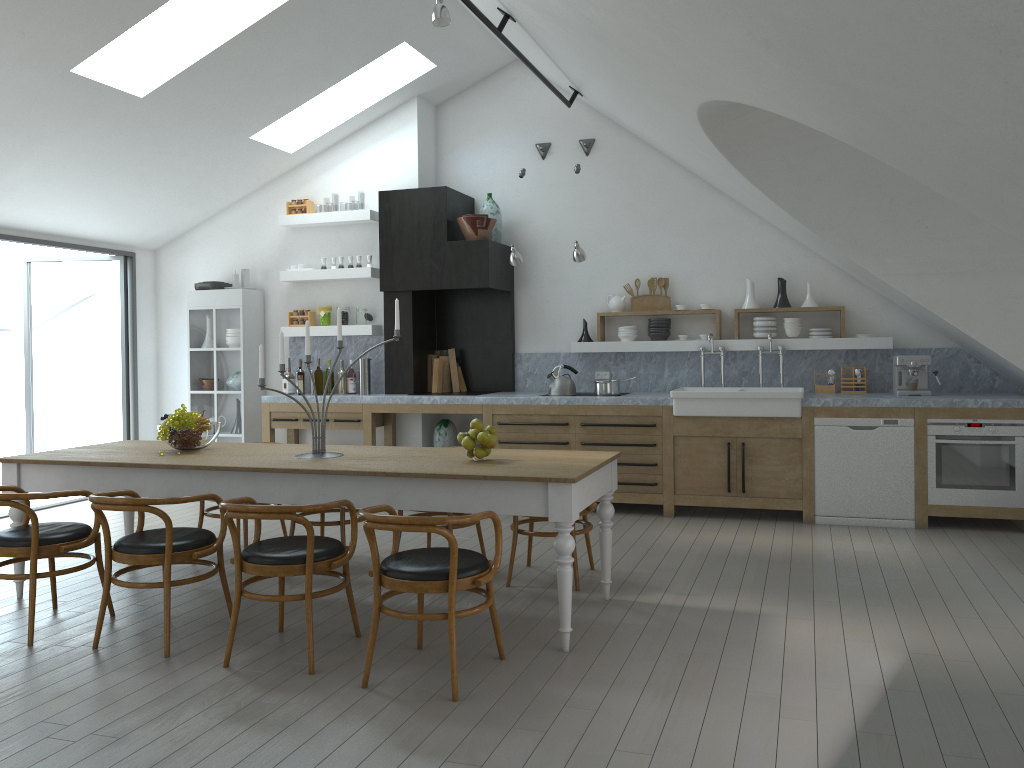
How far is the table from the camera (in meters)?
4.03

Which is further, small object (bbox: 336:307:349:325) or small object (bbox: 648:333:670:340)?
small object (bbox: 336:307:349:325)

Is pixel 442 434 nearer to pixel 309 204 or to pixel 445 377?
pixel 445 377

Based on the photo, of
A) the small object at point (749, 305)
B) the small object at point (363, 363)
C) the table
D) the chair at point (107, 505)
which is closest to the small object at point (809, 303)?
the small object at point (749, 305)

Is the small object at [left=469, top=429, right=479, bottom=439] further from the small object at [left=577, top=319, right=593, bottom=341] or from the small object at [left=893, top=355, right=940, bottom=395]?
the small object at [left=893, top=355, right=940, bottom=395]

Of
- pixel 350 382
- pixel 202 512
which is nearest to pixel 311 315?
pixel 350 382

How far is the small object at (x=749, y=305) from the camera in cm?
766

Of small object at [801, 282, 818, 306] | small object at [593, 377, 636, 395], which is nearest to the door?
small object at [593, 377, 636, 395]

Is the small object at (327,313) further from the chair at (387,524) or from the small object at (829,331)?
the chair at (387,524)

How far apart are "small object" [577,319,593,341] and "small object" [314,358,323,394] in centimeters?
247cm
